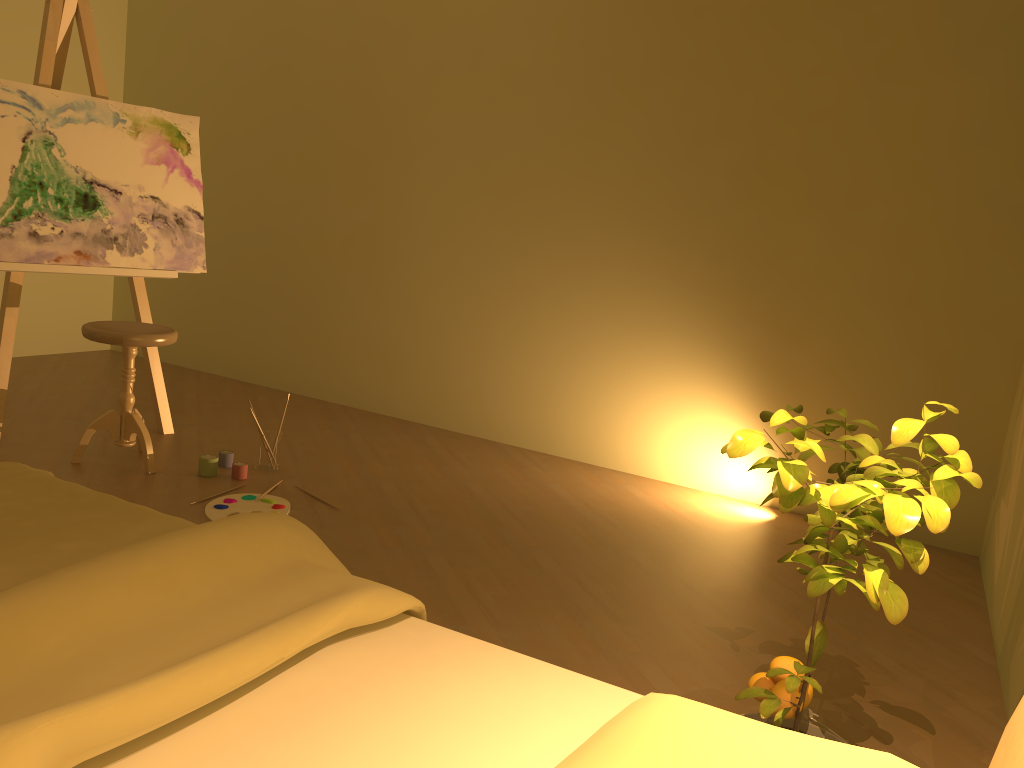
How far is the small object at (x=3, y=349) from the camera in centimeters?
352cm

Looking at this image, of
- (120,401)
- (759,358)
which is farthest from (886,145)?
(120,401)

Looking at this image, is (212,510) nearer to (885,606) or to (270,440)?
(270,440)

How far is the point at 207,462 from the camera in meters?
3.5 m

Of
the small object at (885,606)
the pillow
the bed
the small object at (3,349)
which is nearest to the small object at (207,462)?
the small object at (3,349)

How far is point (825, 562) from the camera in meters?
1.4 m

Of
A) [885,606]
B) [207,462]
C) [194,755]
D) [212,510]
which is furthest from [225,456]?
[885,606]

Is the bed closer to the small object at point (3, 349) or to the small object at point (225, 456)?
the small object at point (225, 456)

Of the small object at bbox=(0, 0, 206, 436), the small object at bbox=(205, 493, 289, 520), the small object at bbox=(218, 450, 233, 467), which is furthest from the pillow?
the small object at bbox=(0, 0, 206, 436)

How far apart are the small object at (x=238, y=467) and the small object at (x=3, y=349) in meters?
0.7
